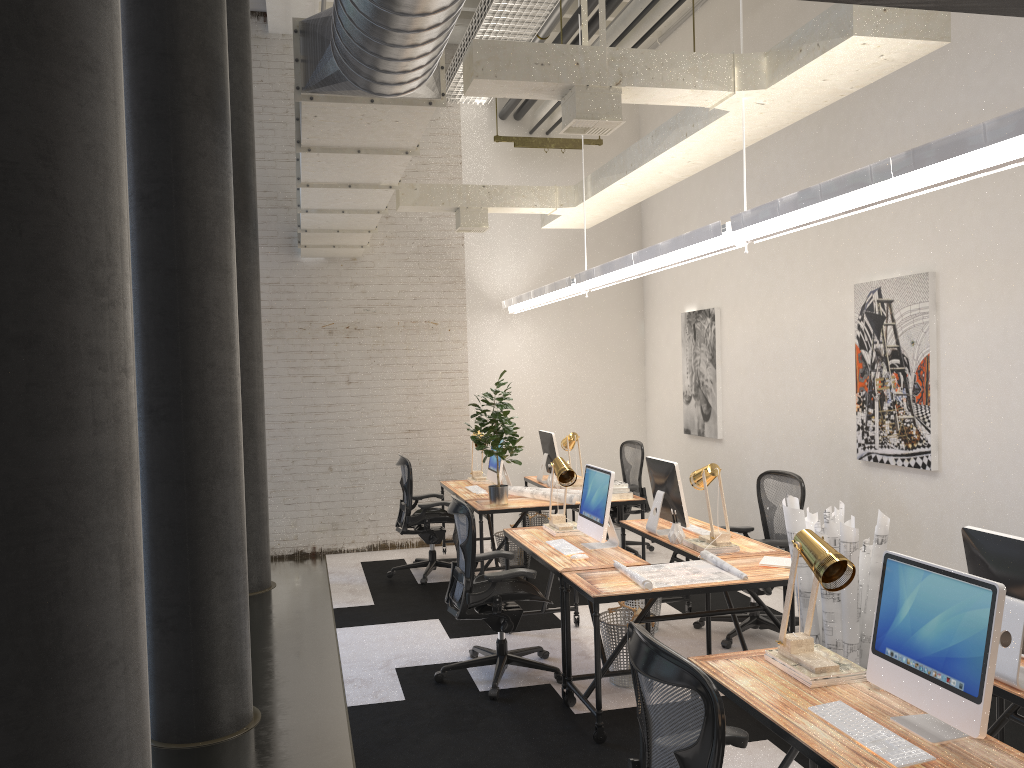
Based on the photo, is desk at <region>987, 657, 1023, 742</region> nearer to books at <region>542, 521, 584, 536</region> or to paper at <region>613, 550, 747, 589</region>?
paper at <region>613, 550, 747, 589</region>

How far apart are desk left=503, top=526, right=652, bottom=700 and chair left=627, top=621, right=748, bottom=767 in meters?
2.1 m

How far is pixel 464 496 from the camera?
7.6m

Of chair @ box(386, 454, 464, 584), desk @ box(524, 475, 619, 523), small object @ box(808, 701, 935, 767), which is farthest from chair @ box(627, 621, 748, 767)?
desk @ box(524, 475, 619, 523)

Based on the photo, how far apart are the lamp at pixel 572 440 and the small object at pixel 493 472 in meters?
0.7

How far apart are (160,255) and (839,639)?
3.7 meters

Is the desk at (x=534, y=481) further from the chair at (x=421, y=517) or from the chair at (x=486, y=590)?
the chair at (x=486, y=590)

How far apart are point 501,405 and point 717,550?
2.37m

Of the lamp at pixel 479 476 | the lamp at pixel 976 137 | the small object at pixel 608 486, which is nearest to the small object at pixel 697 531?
the small object at pixel 608 486

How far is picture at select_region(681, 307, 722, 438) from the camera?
8.0m
